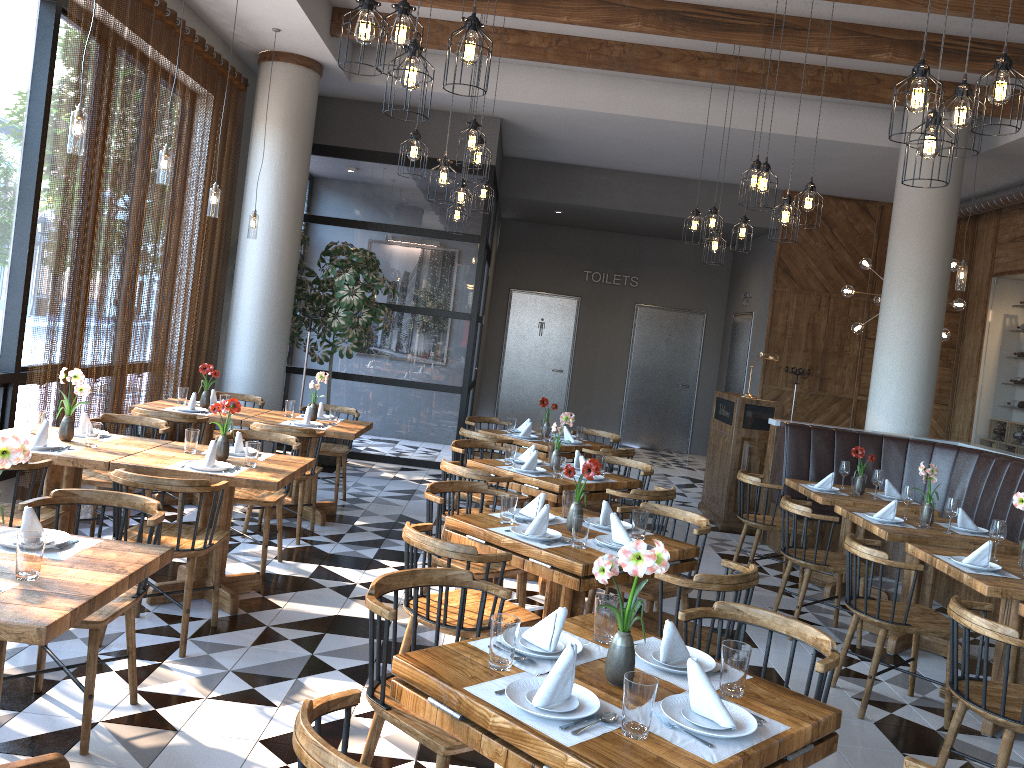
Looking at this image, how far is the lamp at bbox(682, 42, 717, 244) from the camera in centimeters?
771cm

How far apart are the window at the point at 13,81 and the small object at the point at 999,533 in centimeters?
575cm

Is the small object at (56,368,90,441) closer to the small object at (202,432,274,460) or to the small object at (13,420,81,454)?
the small object at (13,420,81,454)

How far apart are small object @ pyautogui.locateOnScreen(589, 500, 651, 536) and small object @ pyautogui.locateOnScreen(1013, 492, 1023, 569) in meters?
2.0 m

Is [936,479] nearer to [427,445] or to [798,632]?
[798,632]

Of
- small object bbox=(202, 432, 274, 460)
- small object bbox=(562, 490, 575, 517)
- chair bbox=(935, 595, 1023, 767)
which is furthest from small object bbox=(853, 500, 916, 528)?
small object bbox=(202, 432, 274, 460)

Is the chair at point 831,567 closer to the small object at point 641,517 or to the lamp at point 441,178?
the small object at point 641,517

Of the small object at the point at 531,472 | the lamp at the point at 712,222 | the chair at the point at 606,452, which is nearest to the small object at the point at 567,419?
the small object at the point at 531,472

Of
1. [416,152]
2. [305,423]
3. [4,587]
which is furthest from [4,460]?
[305,423]

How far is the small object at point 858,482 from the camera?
6.57m
